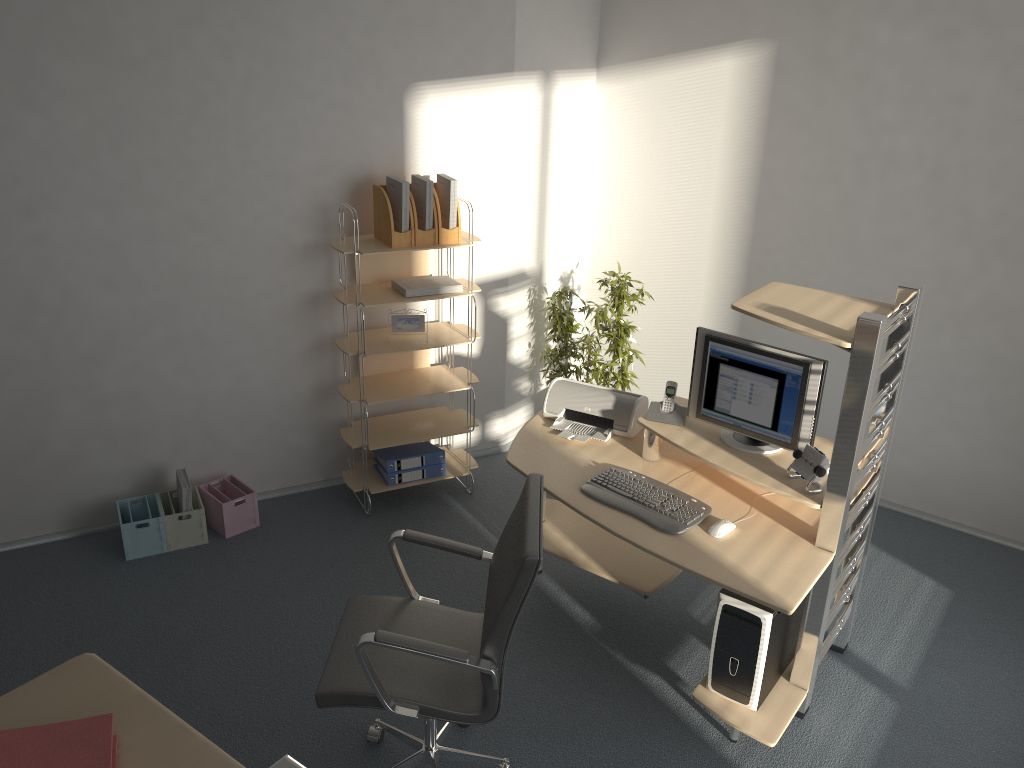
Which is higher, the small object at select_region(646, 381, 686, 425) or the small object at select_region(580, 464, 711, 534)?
the small object at select_region(646, 381, 686, 425)

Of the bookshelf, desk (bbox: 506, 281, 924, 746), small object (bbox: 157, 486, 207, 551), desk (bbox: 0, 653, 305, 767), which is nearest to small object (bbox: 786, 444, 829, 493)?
desk (bbox: 506, 281, 924, 746)

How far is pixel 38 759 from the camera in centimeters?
110cm

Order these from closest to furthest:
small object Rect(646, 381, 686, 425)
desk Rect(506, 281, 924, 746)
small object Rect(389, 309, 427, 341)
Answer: desk Rect(506, 281, 924, 746) < small object Rect(646, 381, 686, 425) < small object Rect(389, 309, 427, 341)

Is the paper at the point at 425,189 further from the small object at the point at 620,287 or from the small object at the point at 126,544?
the small object at the point at 126,544

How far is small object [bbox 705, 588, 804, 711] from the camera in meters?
3.0

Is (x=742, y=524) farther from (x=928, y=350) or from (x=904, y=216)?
(x=904, y=216)

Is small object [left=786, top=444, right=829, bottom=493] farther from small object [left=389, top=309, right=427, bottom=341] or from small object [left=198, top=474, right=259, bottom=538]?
small object [left=198, top=474, right=259, bottom=538]

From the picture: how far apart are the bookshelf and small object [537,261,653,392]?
0.6 meters

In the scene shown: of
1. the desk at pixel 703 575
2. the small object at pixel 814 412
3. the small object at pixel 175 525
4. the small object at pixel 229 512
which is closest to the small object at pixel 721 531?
the desk at pixel 703 575
